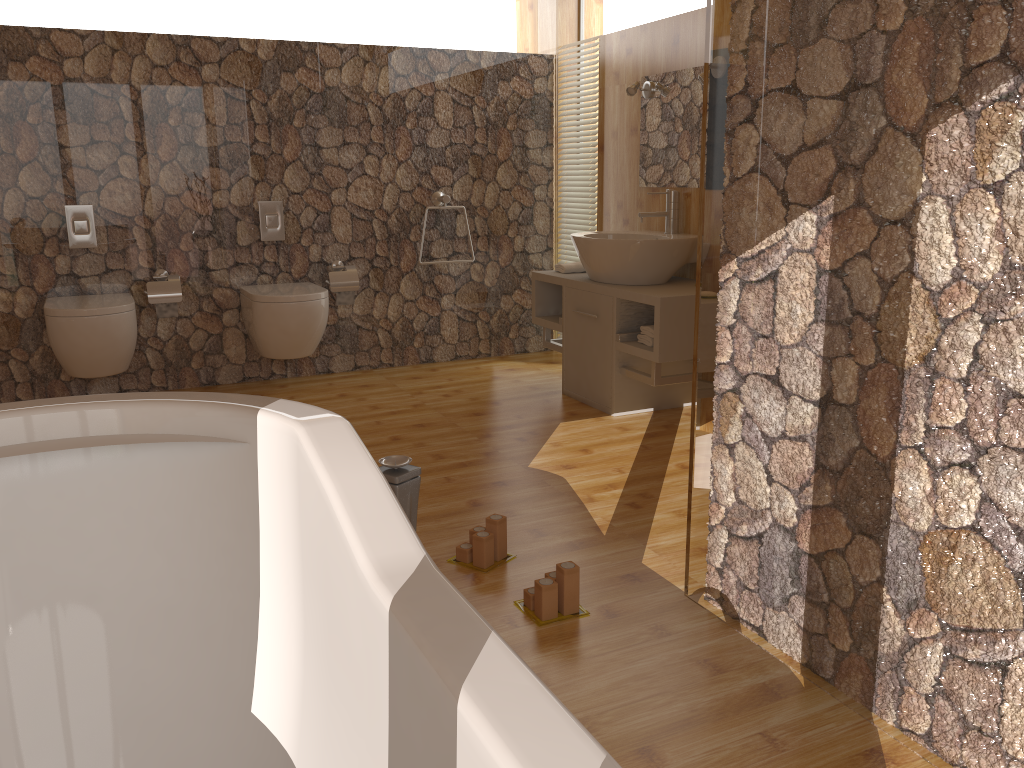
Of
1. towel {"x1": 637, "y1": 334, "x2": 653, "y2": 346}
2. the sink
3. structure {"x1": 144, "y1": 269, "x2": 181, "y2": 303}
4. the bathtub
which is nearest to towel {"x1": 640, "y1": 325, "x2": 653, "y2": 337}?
towel {"x1": 637, "y1": 334, "x2": 653, "y2": 346}

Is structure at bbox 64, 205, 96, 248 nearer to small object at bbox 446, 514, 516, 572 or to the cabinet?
the cabinet

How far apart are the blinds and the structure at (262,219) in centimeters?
161cm

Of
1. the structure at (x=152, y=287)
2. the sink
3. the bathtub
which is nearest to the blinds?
the sink

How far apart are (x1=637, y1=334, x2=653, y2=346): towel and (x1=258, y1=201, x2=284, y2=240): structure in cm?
198

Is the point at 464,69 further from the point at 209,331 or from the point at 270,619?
the point at 270,619

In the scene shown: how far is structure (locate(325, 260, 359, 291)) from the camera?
4.59m

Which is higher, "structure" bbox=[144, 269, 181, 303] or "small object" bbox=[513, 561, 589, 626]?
"structure" bbox=[144, 269, 181, 303]

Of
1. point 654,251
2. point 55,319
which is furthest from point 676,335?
point 55,319

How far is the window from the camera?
4.3 meters
